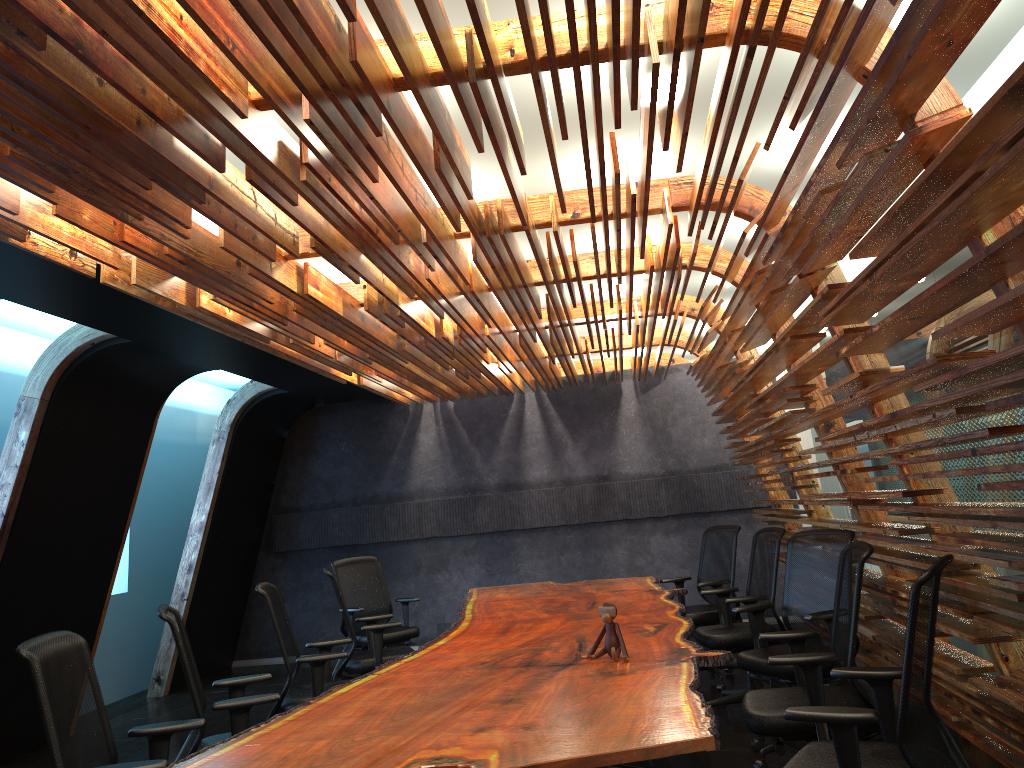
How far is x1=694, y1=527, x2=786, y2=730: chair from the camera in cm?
619

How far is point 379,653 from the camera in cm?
665

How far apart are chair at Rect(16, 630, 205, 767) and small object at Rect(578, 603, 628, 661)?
1.8 meters

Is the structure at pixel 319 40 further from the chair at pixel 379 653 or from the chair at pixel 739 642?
the chair at pixel 379 653

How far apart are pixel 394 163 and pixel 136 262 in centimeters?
200cm

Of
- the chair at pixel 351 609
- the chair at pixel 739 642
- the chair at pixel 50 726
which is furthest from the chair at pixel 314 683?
the chair at pixel 739 642

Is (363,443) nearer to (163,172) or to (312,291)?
(312,291)

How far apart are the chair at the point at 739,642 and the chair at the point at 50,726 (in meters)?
3.73

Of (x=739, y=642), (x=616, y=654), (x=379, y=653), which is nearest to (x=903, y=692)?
(x=616, y=654)

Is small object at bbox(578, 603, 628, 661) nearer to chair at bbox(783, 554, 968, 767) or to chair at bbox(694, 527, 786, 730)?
chair at bbox(783, 554, 968, 767)
